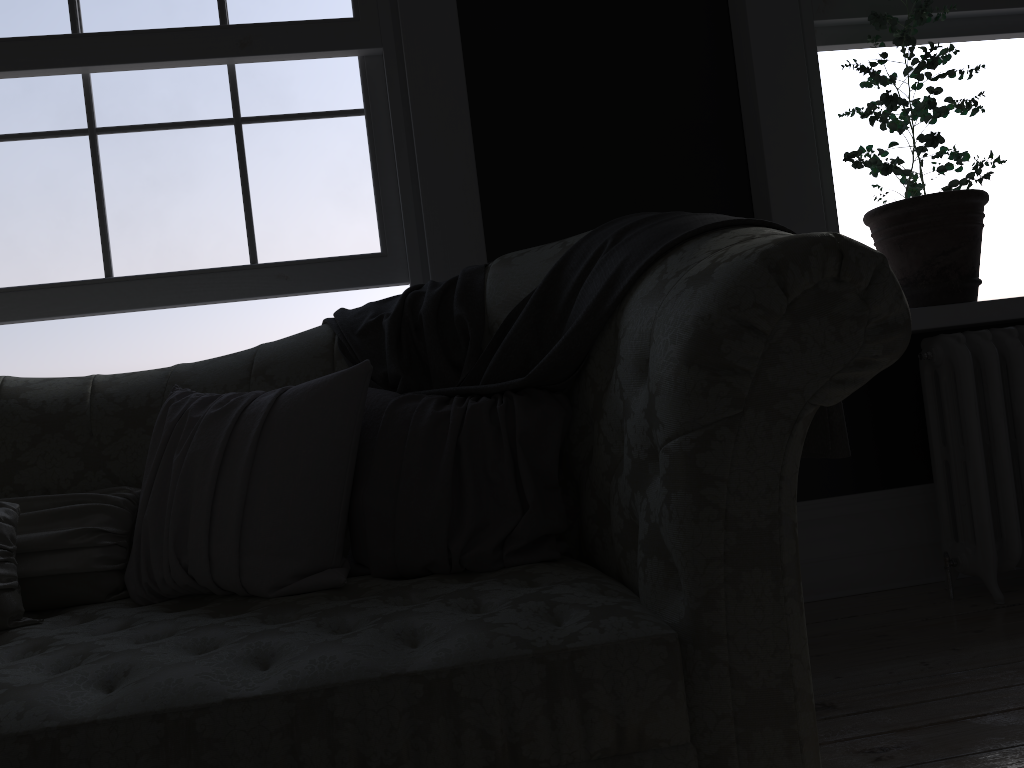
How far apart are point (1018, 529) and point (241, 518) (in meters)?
2.26

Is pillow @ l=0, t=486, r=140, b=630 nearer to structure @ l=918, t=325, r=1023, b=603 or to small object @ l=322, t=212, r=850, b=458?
small object @ l=322, t=212, r=850, b=458

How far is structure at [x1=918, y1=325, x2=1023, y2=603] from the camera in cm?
265

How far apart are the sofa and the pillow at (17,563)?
0.02m

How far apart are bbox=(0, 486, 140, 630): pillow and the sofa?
0.0m

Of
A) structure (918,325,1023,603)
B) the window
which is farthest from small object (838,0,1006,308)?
the window

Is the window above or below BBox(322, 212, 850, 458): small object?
above

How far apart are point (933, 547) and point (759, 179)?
1.4 meters

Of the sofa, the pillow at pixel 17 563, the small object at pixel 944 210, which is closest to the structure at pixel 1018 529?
the small object at pixel 944 210

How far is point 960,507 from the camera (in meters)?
2.75
